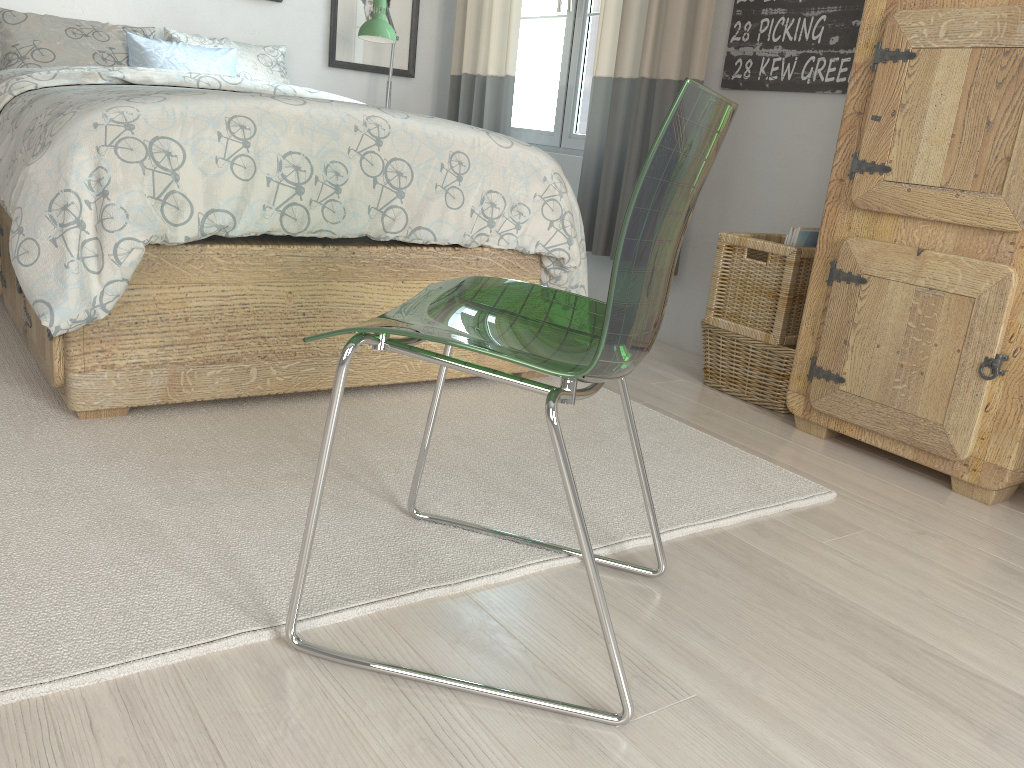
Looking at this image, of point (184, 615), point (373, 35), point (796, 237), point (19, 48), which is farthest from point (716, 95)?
point (19, 48)

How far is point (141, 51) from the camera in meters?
3.1

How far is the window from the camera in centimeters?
351cm

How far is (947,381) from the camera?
1.96m

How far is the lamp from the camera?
3.4m

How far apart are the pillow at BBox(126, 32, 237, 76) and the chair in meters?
2.3

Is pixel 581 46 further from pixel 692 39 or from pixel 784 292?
pixel 784 292

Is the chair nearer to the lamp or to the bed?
the bed

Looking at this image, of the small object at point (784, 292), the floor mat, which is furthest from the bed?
the small object at point (784, 292)

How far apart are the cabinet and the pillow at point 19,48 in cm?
246
